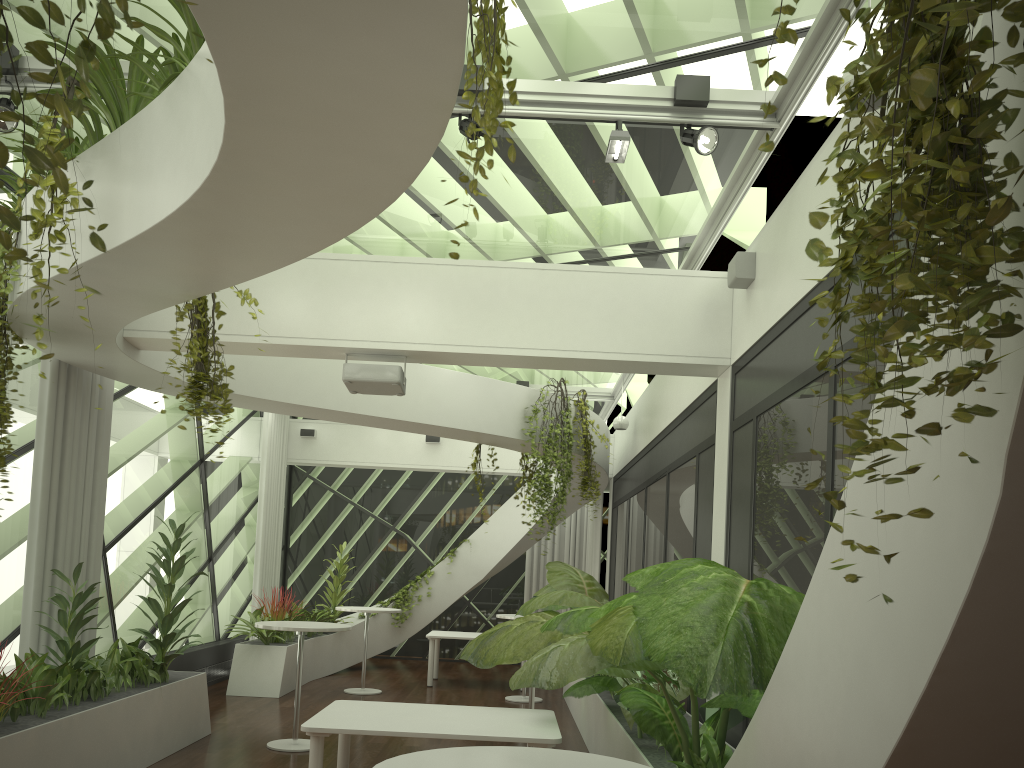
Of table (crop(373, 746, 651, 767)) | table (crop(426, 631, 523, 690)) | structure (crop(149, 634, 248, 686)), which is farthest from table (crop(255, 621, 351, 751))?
table (crop(373, 746, 651, 767))

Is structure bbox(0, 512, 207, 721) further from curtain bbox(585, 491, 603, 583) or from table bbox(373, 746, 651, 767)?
curtain bbox(585, 491, 603, 583)

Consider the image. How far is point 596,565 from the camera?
14.1m

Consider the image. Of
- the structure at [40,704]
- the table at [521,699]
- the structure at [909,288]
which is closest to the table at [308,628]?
the structure at [40,704]

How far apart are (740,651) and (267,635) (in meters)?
8.82

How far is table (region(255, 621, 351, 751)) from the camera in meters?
7.3

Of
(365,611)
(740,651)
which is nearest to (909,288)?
(740,651)

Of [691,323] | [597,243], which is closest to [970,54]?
[691,323]

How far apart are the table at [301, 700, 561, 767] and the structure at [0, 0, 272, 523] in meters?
1.7 m

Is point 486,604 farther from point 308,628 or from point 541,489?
point 308,628
